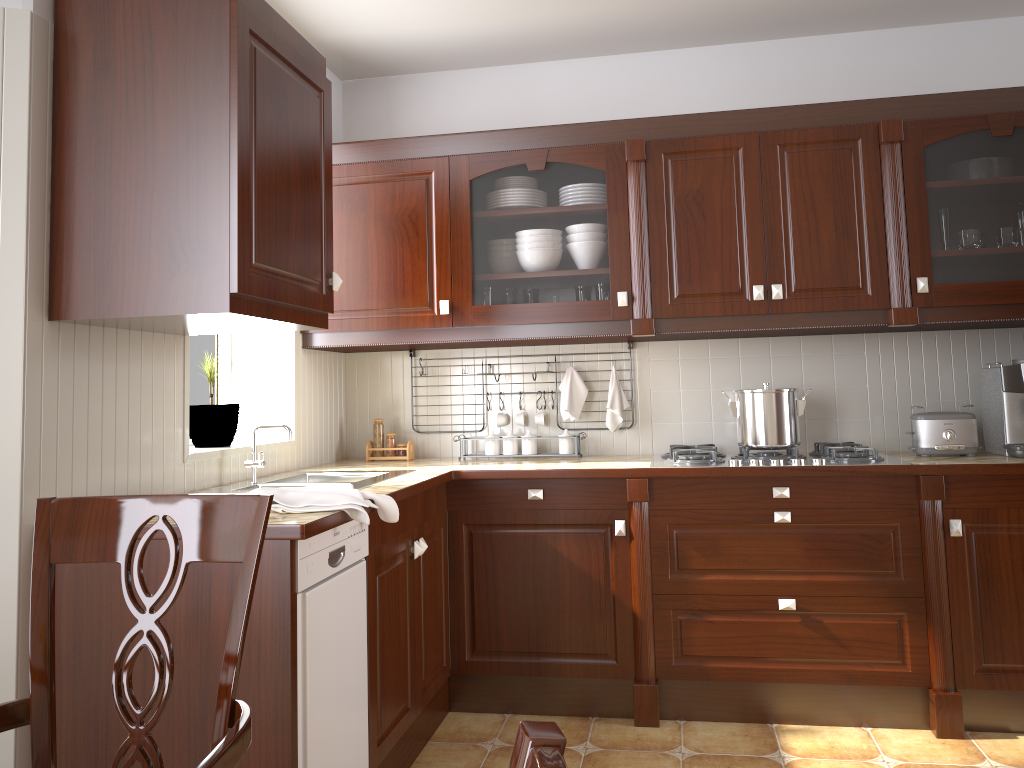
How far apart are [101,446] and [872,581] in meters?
2.3 m

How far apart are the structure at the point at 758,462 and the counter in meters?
0.0

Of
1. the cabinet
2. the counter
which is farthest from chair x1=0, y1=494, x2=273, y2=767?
the cabinet

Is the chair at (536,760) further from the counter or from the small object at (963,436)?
the small object at (963,436)

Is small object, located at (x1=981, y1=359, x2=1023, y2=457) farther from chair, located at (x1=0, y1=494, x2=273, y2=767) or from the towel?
chair, located at (x1=0, y1=494, x2=273, y2=767)

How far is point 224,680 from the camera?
1.15m

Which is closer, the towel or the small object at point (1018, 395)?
the towel

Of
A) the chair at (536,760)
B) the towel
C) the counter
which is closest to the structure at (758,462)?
the counter

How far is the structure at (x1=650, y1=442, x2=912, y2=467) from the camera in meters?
2.9 m

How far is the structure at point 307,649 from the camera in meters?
1.9 m
